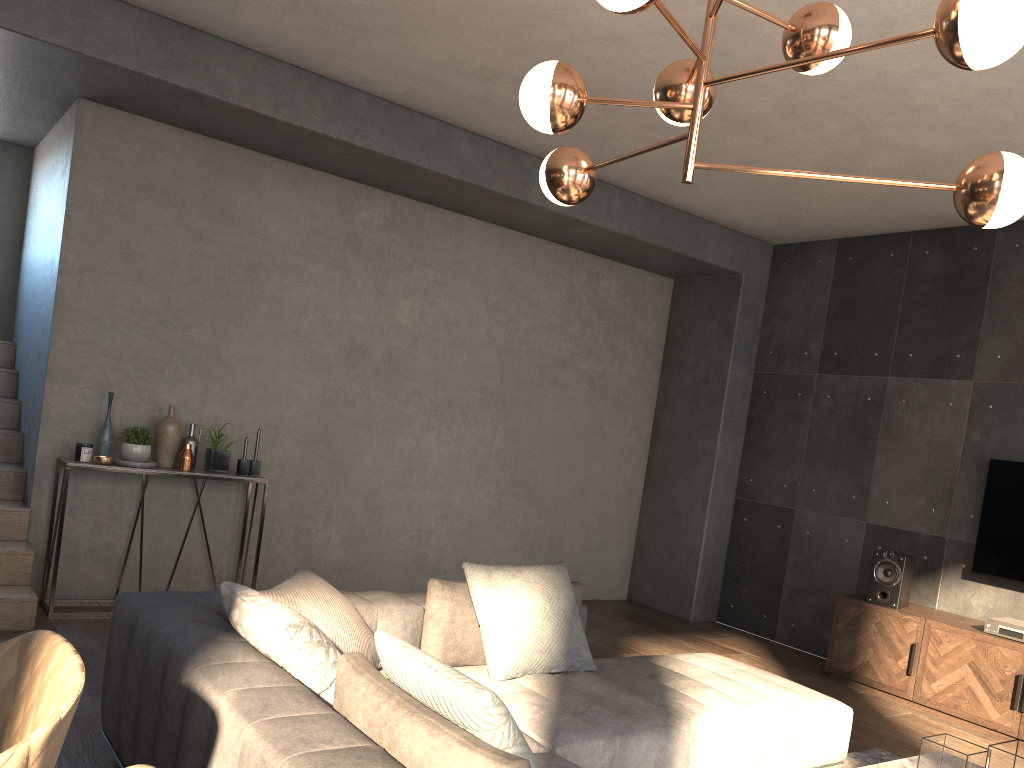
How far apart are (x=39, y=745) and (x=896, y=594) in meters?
5.1 m

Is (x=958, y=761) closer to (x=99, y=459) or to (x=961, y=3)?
(x=961, y=3)

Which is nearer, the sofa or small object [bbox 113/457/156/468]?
the sofa

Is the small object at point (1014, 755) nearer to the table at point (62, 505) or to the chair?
the chair

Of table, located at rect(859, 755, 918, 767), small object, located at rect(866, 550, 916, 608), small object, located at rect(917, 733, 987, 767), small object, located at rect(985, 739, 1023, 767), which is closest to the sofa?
table, located at rect(859, 755, 918, 767)

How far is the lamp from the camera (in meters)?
1.84

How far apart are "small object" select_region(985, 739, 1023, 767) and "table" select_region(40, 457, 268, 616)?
3.9 meters

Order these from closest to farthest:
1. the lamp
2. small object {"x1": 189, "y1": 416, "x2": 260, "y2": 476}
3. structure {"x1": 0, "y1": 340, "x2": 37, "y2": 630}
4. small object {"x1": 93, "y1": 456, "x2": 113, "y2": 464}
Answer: the lamp < structure {"x1": 0, "y1": 340, "x2": 37, "y2": 630} < small object {"x1": 93, "y1": 456, "x2": 113, "y2": 464} < small object {"x1": 189, "y1": 416, "x2": 260, "y2": 476}

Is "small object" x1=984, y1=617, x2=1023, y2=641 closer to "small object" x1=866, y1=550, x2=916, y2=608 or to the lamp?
"small object" x1=866, y1=550, x2=916, y2=608

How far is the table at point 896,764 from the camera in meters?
3.1
